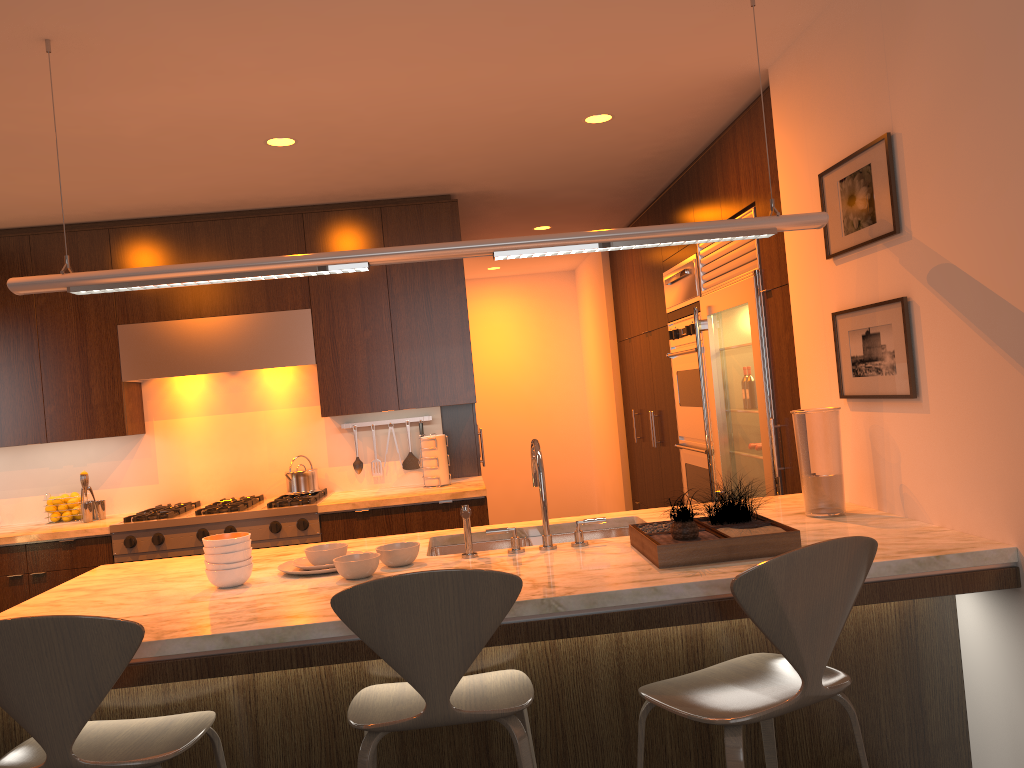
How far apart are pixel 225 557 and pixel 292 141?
2.06m

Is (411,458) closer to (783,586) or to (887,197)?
(887,197)

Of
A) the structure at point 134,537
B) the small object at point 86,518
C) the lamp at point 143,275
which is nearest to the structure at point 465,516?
the lamp at point 143,275

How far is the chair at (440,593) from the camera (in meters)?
1.91

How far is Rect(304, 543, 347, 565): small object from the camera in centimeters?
274cm

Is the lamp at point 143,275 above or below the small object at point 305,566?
above

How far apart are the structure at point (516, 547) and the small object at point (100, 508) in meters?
3.1 m

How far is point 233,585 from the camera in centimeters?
261cm

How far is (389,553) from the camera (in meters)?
2.67

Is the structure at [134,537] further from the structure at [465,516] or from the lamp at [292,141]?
the structure at [465,516]
